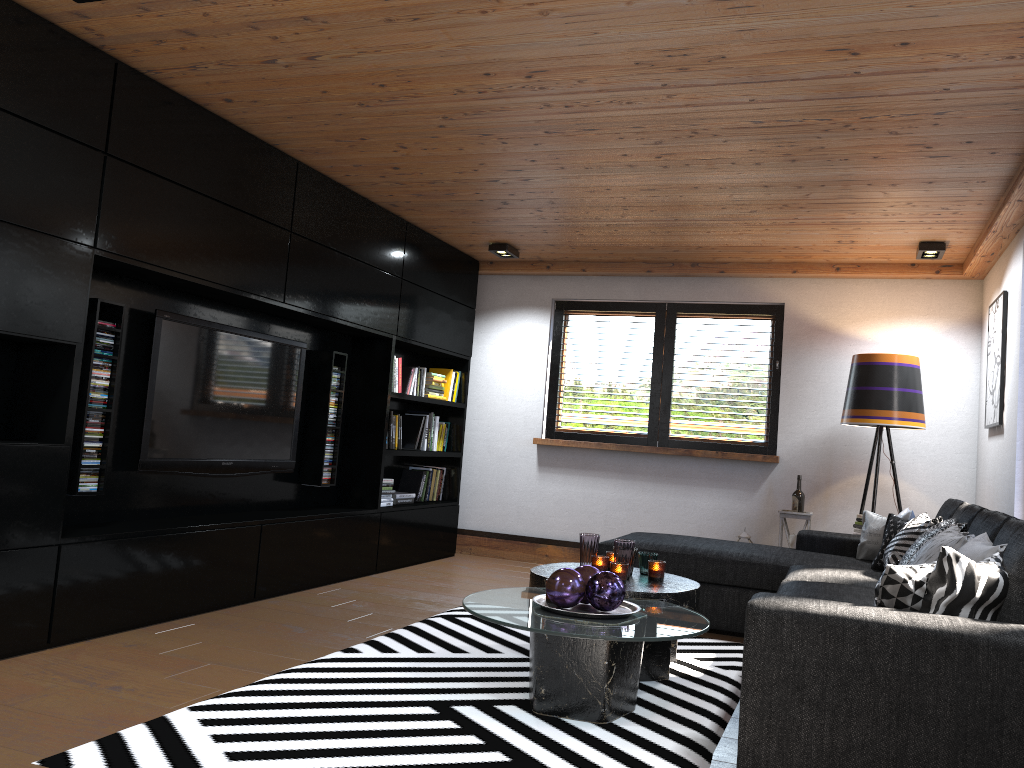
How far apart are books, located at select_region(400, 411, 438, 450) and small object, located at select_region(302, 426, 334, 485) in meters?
1.0

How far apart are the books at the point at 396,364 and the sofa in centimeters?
196cm

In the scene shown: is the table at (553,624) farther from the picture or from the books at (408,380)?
the books at (408,380)

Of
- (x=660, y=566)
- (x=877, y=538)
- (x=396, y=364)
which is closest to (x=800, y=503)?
(x=877, y=538)

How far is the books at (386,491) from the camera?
6.2m

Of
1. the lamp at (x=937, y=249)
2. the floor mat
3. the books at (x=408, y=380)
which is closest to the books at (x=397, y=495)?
the books at (x=408, y=380)

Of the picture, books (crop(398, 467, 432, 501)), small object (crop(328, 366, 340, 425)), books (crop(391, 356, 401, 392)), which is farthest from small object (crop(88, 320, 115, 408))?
the picture

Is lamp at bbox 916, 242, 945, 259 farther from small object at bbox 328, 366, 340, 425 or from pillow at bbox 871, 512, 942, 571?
small object at bbox 328, 366, 340, 425

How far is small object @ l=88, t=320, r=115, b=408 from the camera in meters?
3.9

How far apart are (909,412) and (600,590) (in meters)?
3.29
